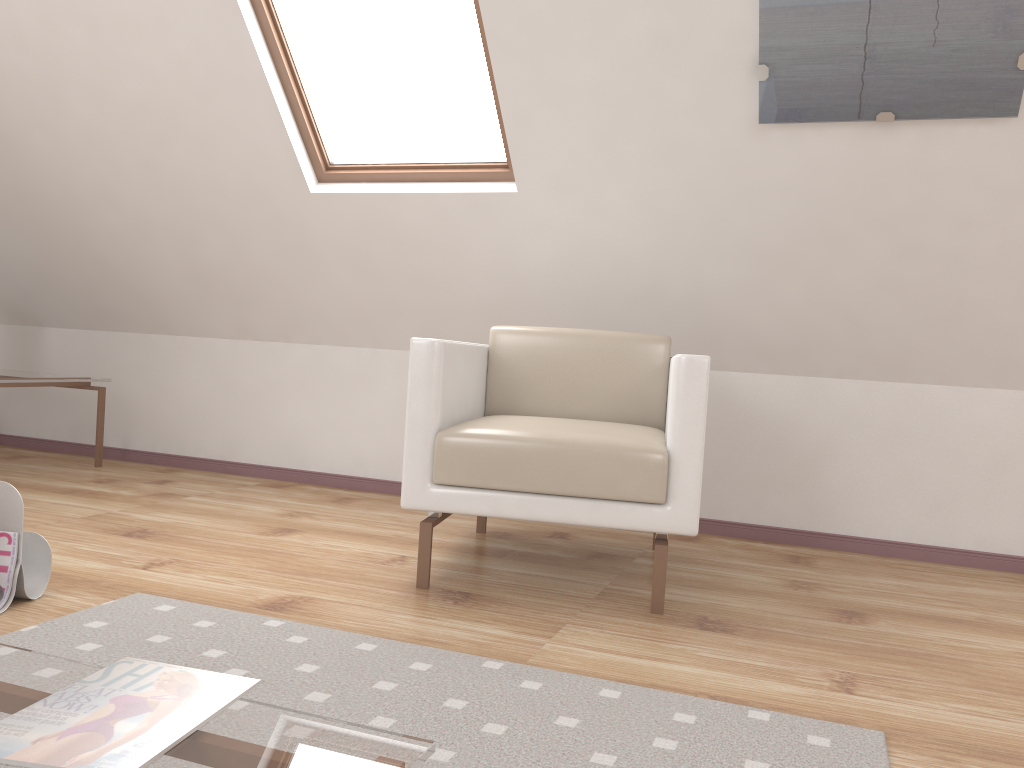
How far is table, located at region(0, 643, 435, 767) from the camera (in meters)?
0.89

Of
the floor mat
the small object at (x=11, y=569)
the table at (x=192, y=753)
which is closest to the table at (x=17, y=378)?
the small object at (x=11, y=569)

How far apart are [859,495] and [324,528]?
1.8 meters

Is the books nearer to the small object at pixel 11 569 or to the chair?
the small object at pixel 11 569

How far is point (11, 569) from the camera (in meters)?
1.90

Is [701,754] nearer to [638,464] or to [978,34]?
[638,464]

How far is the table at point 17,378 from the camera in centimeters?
355cm

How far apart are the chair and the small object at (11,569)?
0.8m

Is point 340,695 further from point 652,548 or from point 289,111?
point 289,111

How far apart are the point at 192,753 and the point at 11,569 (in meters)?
1.26
